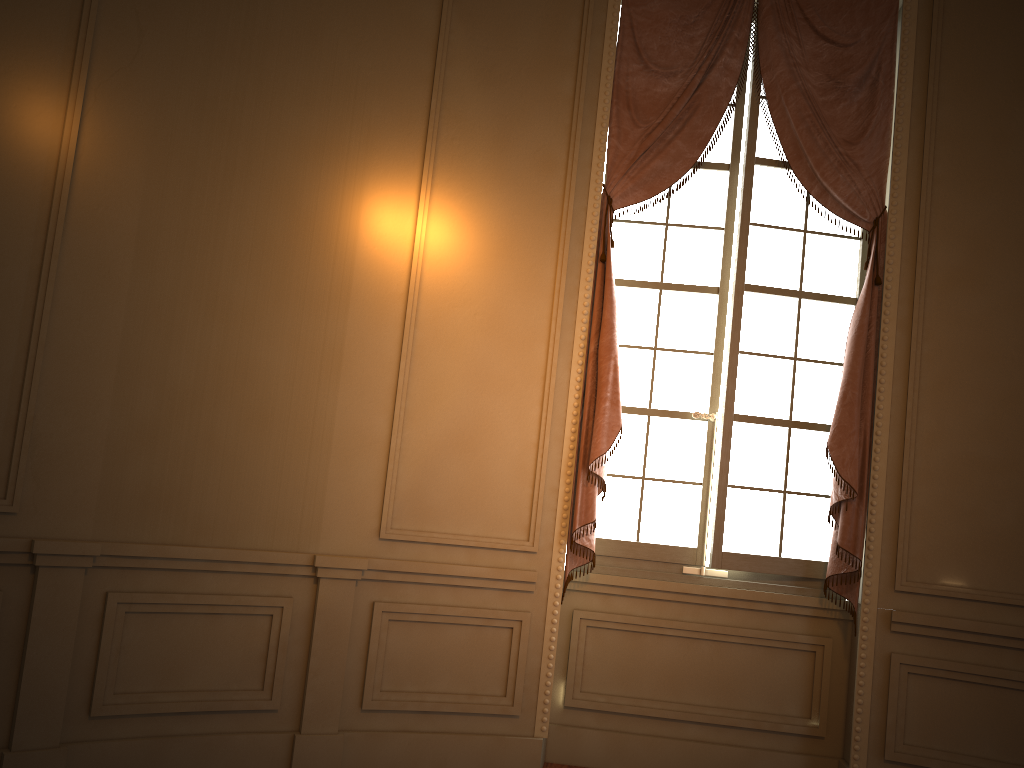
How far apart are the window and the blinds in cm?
7

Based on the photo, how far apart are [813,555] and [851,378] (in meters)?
0.85

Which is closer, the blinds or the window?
the blinds

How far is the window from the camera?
4.13m

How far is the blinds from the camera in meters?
Result: 3.9

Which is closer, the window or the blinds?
the blinds

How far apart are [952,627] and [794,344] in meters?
1.4

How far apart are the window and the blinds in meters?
0.1 m

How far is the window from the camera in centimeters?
413cm
